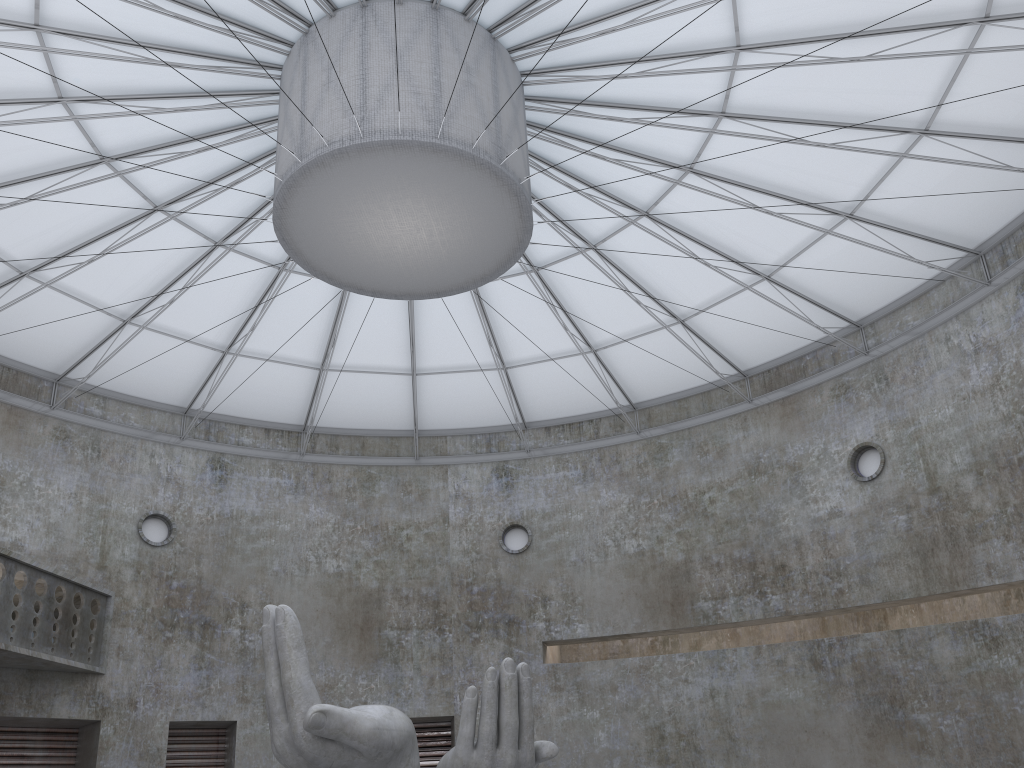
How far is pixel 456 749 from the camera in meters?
17.0

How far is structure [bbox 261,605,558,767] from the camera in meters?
17.0

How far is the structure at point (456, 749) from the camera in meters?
17.0
